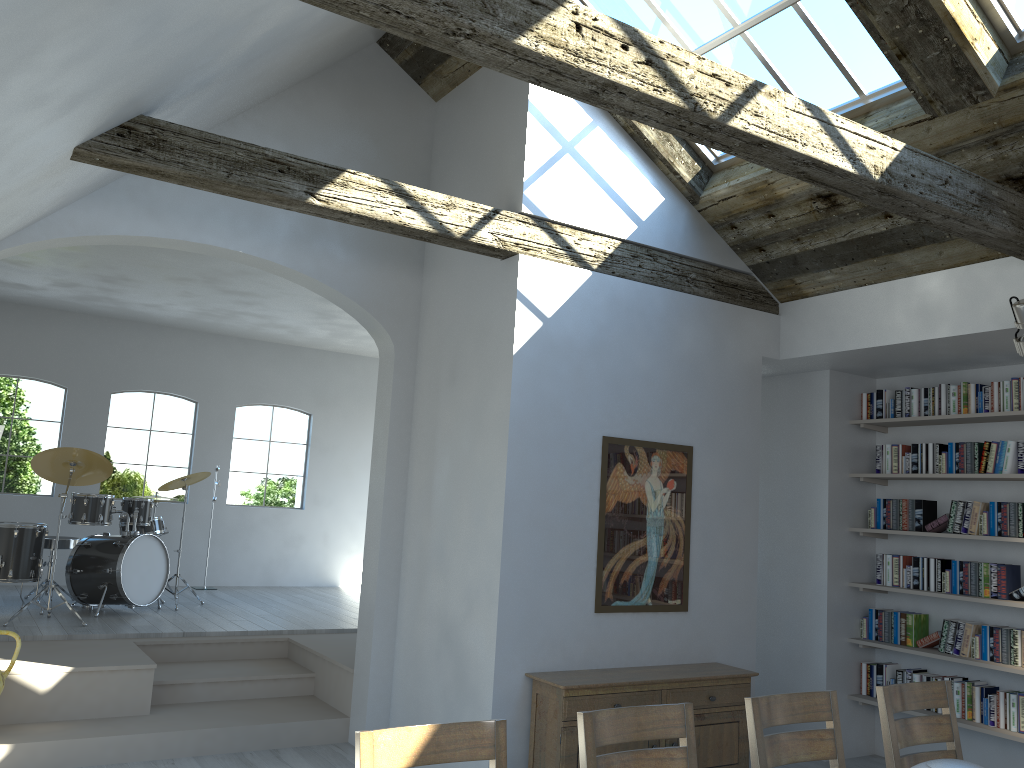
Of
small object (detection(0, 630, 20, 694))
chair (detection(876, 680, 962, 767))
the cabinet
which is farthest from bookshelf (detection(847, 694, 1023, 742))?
small object (detection(0, 630, 20, 694))

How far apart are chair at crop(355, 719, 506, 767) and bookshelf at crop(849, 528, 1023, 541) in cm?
453

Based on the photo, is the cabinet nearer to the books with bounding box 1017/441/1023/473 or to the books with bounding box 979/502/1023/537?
the books with bounding box 979/502/1023/537

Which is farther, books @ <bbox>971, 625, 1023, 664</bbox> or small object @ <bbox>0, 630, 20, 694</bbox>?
books @ <bbox>971, 625, 1023, 664</bbox>

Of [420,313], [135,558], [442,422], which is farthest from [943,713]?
[135,558]

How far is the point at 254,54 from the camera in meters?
4.4 m

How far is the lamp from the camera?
4.7 meters

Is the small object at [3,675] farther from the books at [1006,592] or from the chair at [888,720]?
the books at [1006,592]

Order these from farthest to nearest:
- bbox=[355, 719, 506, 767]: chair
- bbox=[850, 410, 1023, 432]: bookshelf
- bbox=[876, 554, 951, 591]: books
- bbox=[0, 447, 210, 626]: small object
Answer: bbox=[0, 447, 210, 626]: small object → bbox=[876, 554, 951, 591]: books → bbox=[850, 410, 1023, 432]: bookshelf → bbox=[355, 719, 506, 767]: chair

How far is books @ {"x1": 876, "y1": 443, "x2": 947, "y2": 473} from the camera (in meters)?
6.17
